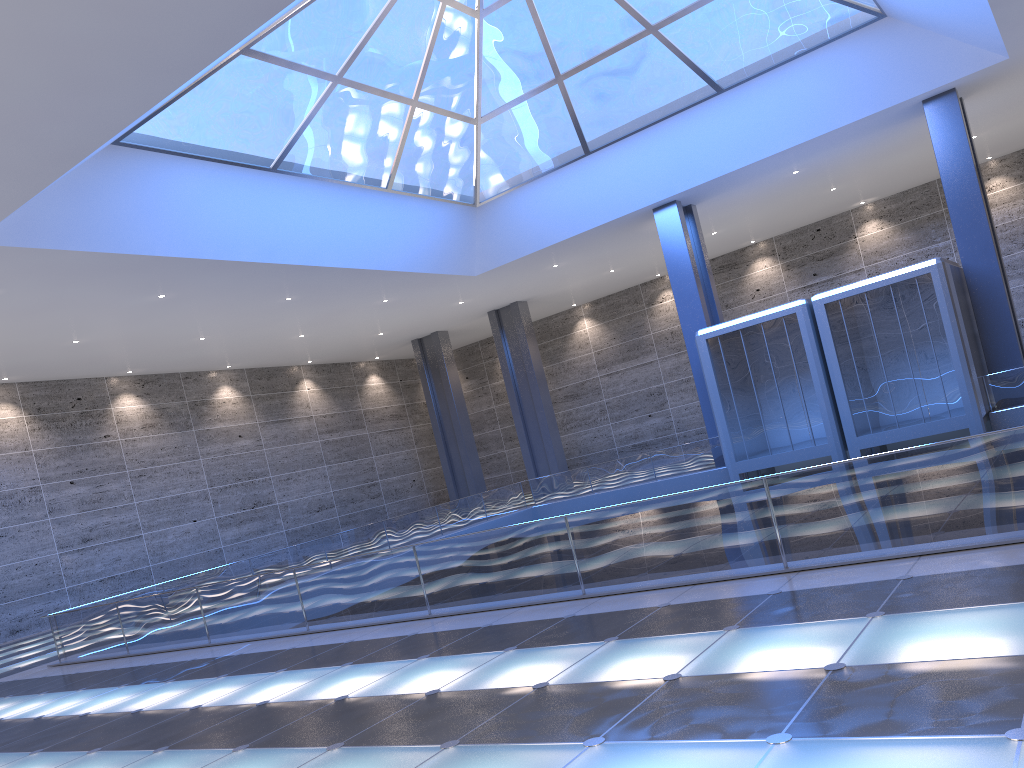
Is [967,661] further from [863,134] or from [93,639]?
[863,134]
